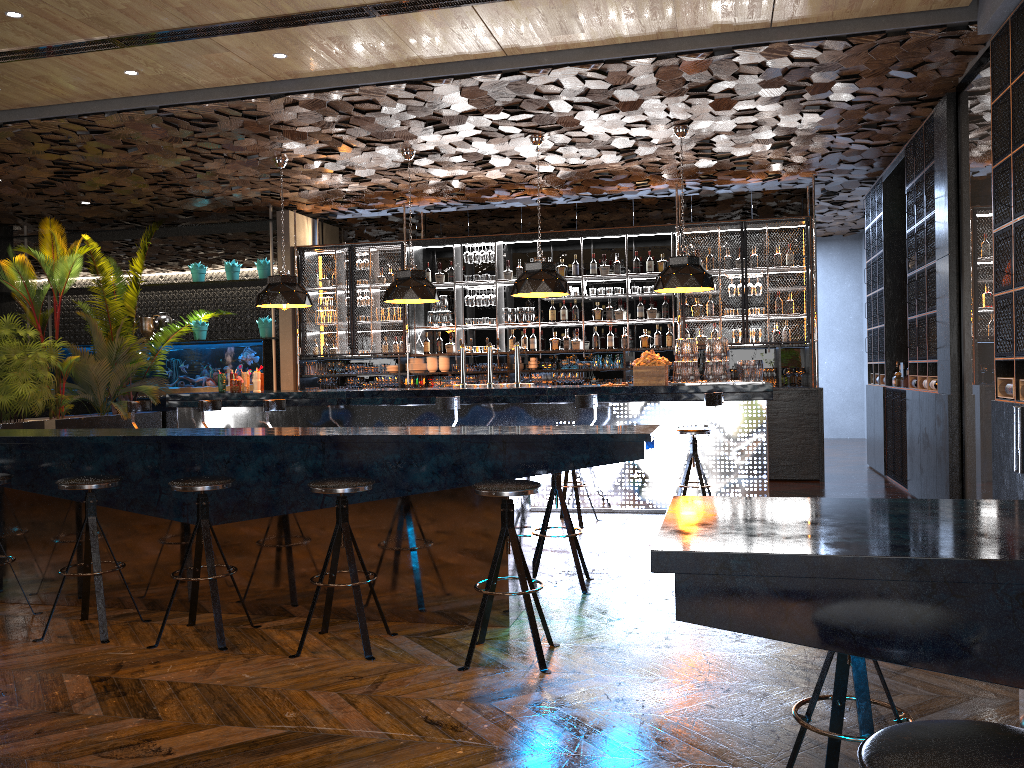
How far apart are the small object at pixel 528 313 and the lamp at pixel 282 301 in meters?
3.1

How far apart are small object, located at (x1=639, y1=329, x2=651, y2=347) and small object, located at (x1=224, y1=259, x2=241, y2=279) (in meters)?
5.72

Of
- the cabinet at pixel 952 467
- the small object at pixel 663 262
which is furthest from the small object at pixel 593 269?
the cabinet at pixel 952 467

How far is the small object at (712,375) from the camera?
8.0 meters

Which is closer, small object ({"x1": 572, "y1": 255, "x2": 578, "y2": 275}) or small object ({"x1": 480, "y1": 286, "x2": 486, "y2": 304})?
small object ({"x1": 572, "y1": 255, "x2": 578, "y2": 275})

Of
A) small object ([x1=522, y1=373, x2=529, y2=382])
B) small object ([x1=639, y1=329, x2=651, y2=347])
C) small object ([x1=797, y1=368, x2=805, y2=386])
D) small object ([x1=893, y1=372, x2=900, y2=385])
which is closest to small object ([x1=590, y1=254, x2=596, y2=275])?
small object ([x1=639, y1=329, x2=651, y2=347])

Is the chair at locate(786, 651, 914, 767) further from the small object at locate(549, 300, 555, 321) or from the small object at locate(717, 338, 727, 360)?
the small object at locate(549, 300, 555, 321)

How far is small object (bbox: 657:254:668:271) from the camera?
11.1m

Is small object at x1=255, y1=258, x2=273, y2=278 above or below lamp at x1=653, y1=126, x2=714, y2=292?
above

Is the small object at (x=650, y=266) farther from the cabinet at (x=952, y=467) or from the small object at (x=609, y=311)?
the cabinet at (x=952, y=467)
